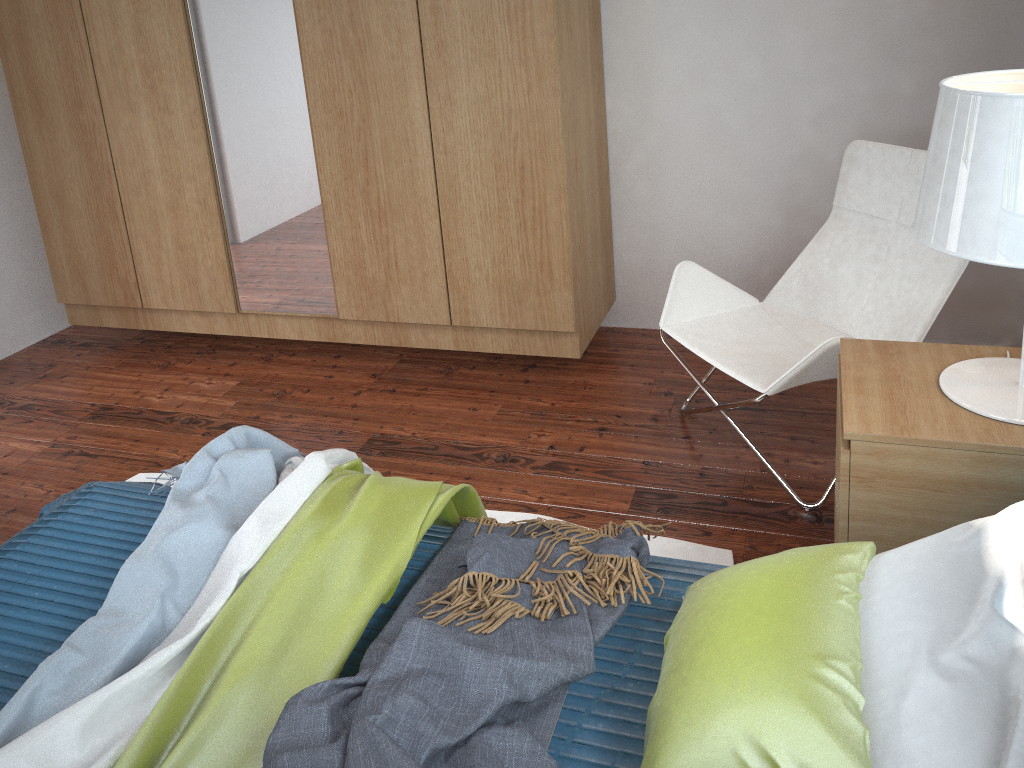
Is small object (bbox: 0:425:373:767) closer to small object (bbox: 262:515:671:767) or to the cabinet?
small object (bbox: 262:515:671:767)

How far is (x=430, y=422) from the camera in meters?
2.9

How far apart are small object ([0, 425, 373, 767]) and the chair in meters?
1.0

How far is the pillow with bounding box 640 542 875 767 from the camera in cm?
107

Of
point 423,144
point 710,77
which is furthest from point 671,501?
point 710,77

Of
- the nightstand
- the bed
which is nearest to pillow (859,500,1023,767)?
the nightstand

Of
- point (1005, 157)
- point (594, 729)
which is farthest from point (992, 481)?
point (594, 729)

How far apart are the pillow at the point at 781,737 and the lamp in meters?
0.4 m

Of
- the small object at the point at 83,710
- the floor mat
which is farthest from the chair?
the small object at the point at 83,710

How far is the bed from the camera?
1.34m
